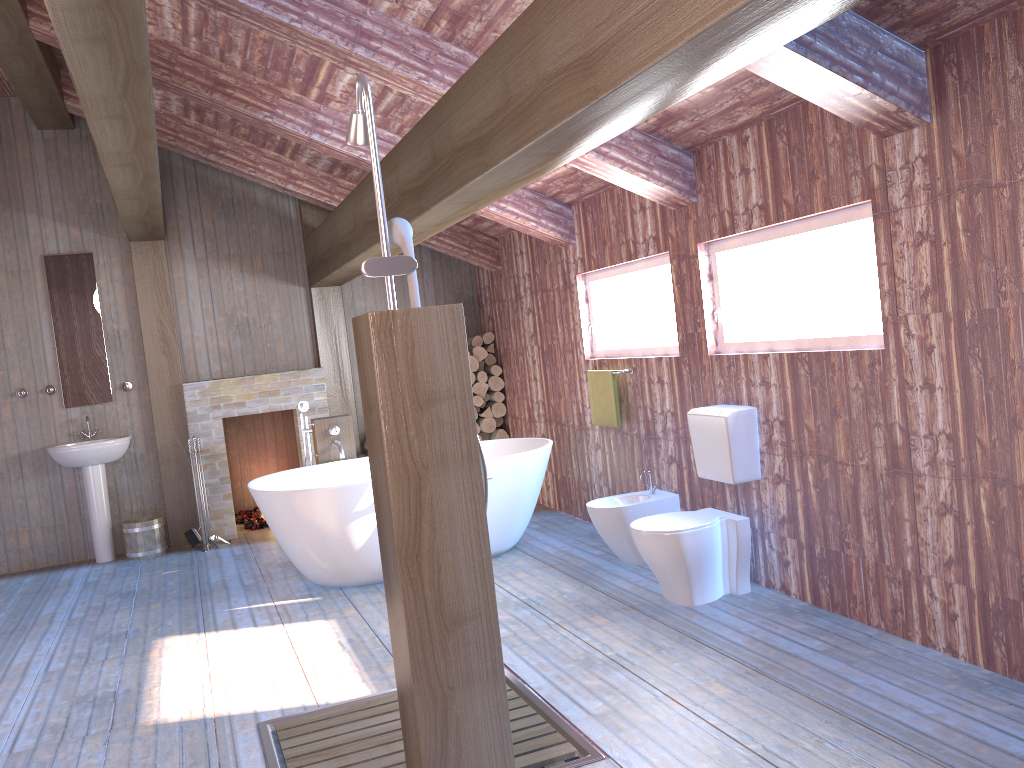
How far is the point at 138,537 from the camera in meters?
6.8 m

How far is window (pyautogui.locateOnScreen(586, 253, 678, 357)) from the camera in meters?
5.1

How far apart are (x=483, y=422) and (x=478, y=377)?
0.4 meters

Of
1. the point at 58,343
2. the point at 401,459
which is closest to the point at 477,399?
the point at 58,343

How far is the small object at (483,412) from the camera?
7.7m

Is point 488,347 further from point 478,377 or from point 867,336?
point 867,336

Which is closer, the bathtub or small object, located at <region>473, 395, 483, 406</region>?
the bathtub

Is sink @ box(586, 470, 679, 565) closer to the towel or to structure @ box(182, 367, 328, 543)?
the towel

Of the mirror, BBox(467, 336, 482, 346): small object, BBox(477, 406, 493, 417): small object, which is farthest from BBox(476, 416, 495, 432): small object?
the mirror

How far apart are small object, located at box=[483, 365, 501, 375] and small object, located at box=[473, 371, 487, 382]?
0.1m
